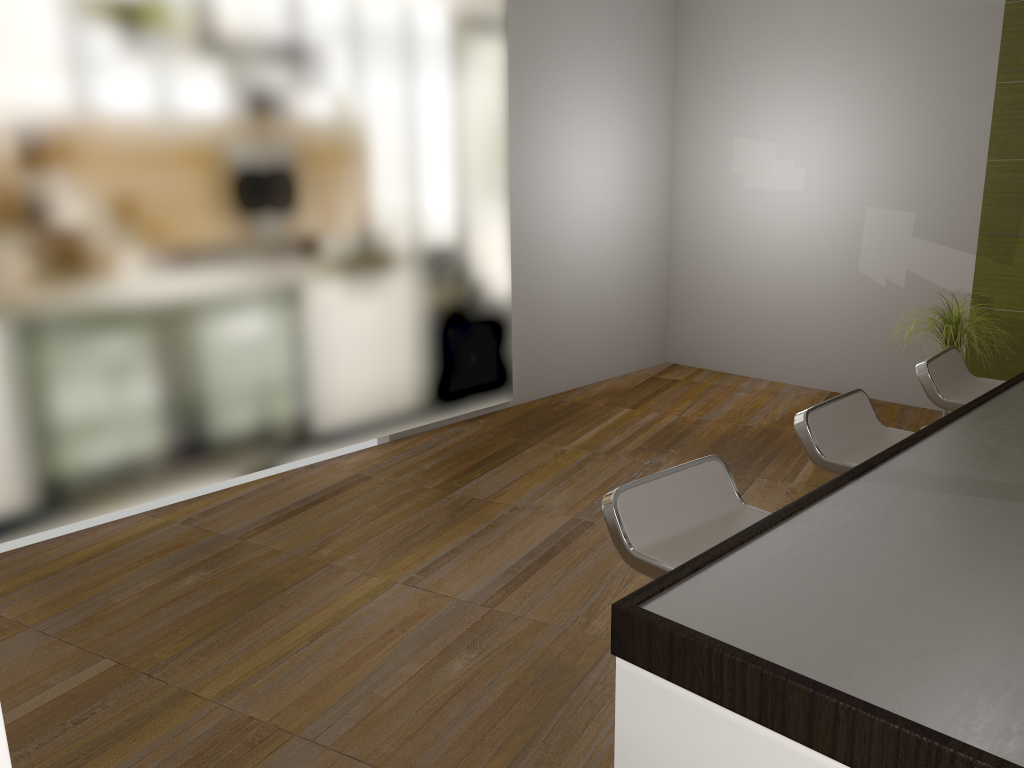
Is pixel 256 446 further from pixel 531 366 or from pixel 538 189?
pixel 538 189

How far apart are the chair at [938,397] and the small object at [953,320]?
0.9m

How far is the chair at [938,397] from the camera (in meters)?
2.99

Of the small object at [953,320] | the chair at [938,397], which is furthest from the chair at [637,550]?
the small object at [953,320]

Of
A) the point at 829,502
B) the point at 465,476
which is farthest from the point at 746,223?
the point at 829,502

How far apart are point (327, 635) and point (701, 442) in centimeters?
262cm

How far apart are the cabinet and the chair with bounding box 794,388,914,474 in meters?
0.8

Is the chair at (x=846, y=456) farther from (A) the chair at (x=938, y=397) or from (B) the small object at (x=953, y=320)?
(B) the small object at (x=953, y=320)

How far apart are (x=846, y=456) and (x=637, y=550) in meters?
0.9

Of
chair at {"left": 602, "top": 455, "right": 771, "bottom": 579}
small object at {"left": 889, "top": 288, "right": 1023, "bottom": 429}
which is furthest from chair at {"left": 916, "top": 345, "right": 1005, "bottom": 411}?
chair at {"left": 602, "top": 455, "right": 771, "bottom": 579}
